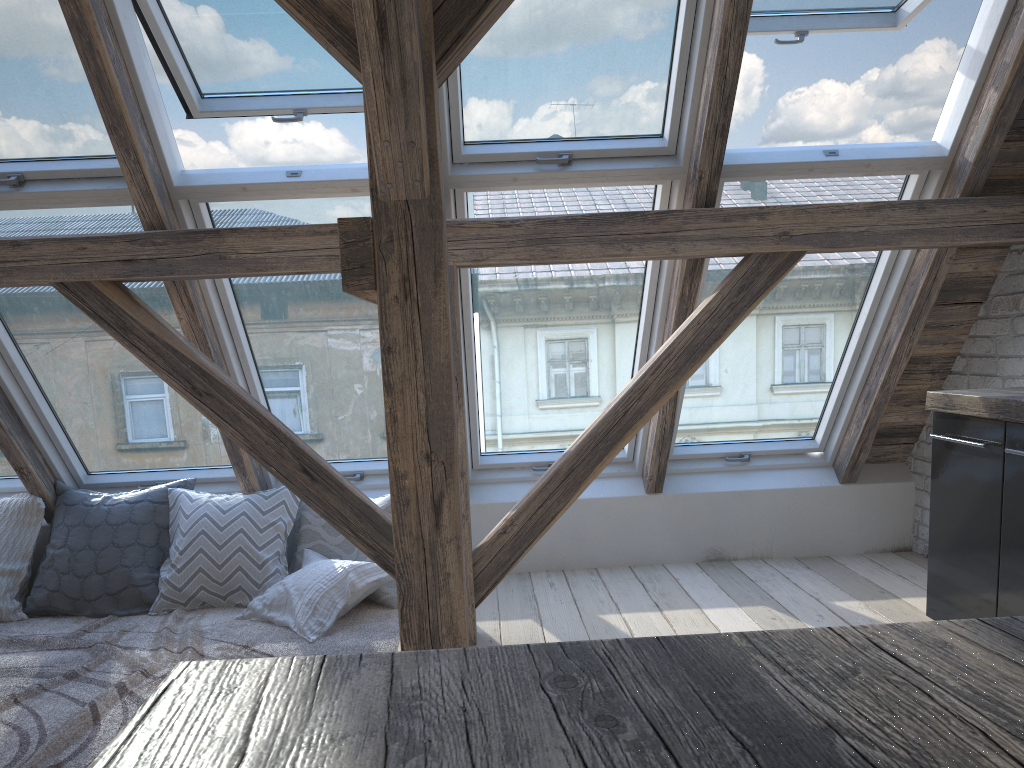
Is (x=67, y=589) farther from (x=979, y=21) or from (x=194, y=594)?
(x=979, y=21)

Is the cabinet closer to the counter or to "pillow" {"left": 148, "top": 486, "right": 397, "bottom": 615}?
the counter

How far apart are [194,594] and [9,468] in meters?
1.2

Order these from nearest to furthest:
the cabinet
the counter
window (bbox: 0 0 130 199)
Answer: the counter, the cabinet, window (bbox: 0 0 130 199)

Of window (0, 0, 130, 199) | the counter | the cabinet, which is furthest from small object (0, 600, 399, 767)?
the counter

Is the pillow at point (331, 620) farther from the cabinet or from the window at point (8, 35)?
the cabinet

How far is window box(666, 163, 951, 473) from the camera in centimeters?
330cm

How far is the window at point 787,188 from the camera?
3.30m

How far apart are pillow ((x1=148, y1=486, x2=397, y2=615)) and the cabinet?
2.0m

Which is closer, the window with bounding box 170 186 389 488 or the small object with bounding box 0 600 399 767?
the small object with bounding box 0 600 399 767
